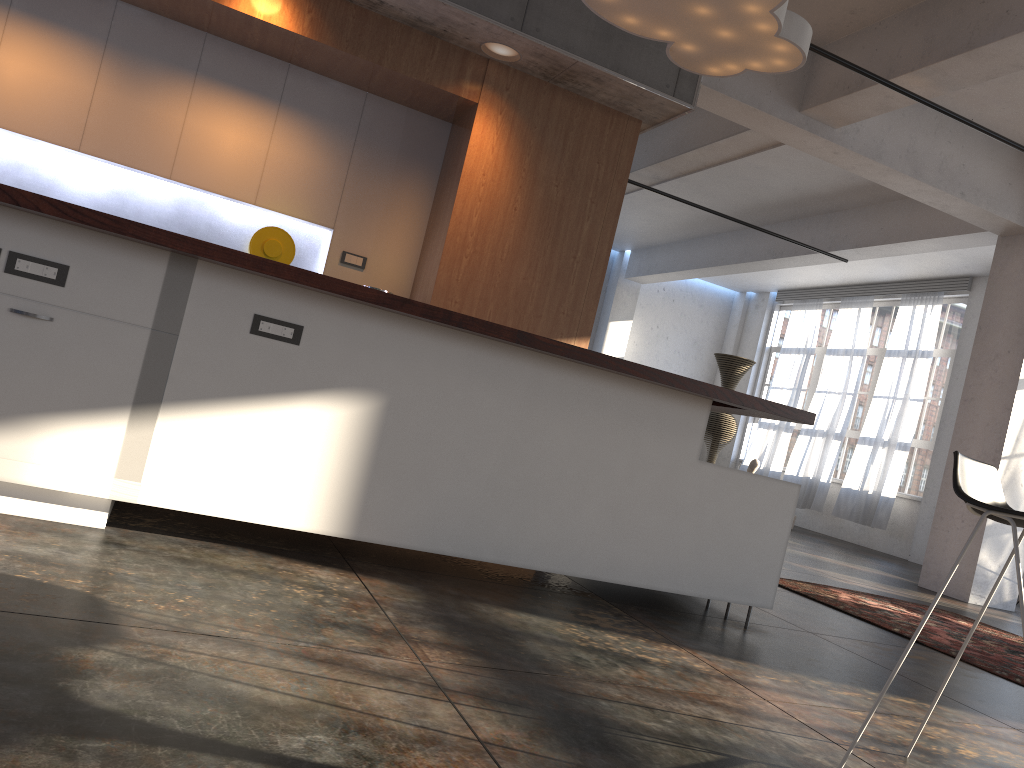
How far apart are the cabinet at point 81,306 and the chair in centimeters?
138cm

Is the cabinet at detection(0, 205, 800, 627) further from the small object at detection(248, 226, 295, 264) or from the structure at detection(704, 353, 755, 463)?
the structure at detection(704, 353, 755, 463)

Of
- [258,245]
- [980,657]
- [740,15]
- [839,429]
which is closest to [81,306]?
[258,245]

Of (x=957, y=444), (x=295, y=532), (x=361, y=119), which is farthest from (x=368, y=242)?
(x=957, y=444)

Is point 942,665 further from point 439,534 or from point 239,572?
point 239,572

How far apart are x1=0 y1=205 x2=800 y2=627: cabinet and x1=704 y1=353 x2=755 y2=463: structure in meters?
9.5 m

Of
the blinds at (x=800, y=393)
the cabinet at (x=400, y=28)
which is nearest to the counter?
the cabinet at (x=400, y=28)

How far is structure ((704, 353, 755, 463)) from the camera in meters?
13.1 m

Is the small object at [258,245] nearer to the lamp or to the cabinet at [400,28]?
the cabinet at [400,28]

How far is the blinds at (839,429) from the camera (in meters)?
13.52
